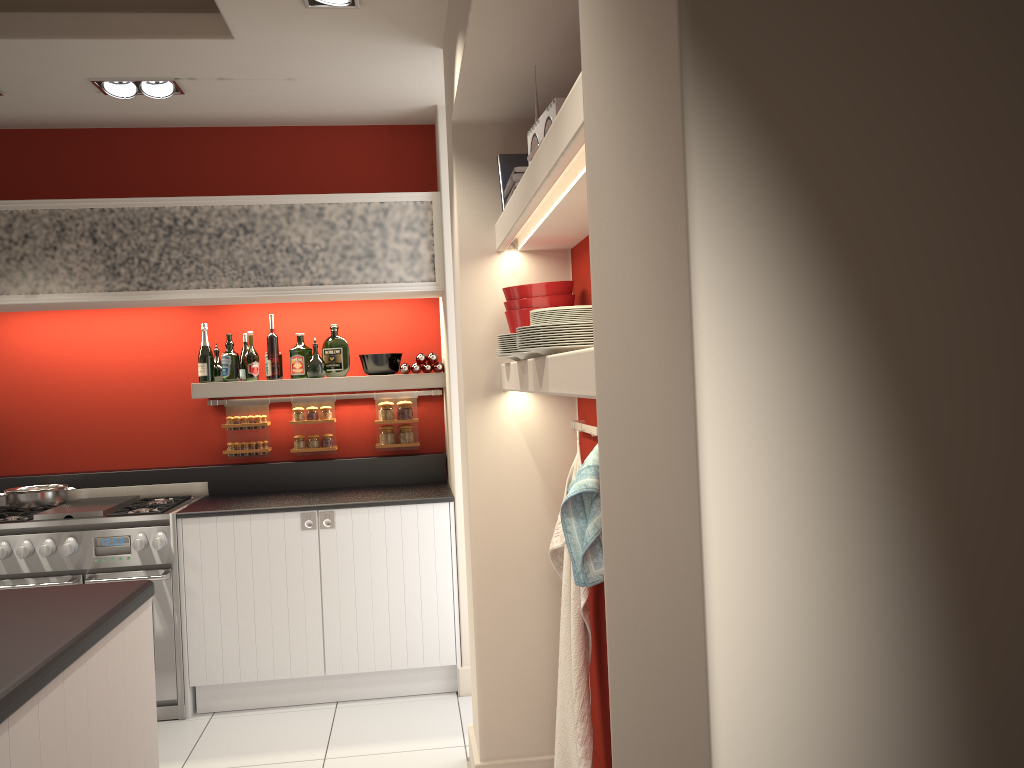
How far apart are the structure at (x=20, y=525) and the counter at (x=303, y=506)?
0.0m

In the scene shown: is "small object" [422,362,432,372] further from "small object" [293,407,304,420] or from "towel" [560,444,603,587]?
"towel" [560,444,603,587]

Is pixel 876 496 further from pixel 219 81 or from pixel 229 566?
pixel 229 566

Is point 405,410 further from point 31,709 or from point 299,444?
point 31,709

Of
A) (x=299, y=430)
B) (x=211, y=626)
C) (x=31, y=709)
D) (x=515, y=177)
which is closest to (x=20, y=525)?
(x=211, y=626)

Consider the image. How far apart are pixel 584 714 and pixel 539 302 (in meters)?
1.42

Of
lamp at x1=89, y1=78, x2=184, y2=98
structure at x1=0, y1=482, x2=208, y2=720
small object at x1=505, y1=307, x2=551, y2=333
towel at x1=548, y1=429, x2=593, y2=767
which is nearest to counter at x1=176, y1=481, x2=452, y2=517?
structure at x1=0, y1=482, x2=208, y2=720

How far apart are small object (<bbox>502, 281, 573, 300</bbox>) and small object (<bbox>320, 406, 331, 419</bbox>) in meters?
2.3 m

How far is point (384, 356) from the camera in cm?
501

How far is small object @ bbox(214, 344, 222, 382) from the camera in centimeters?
503cm
